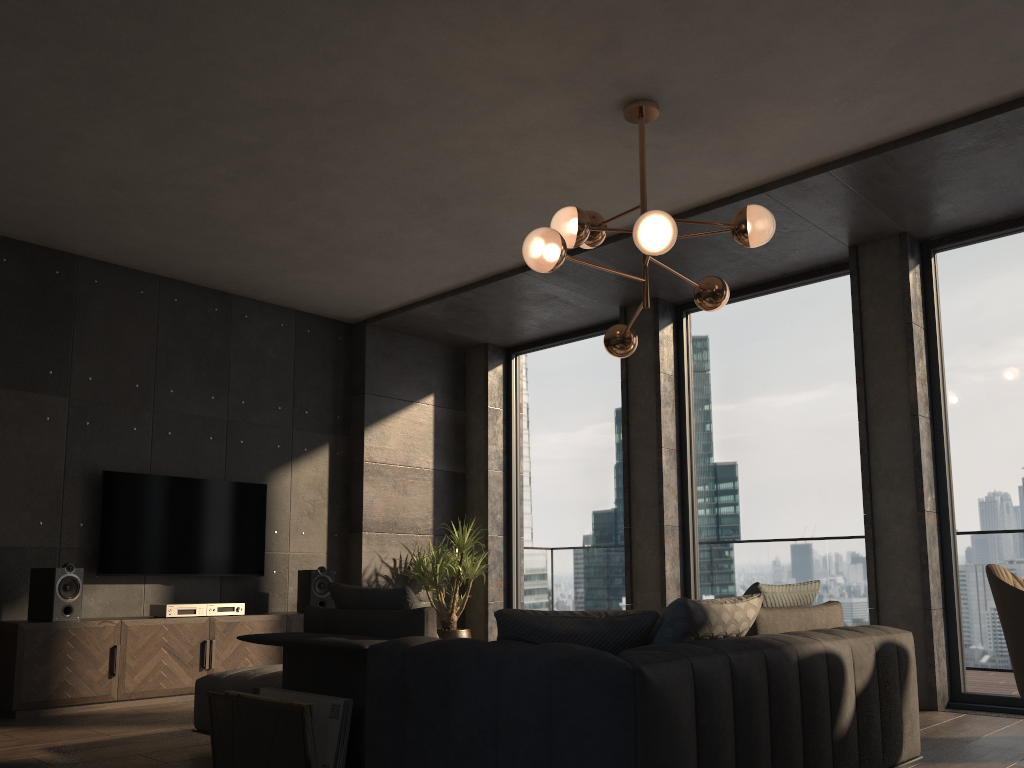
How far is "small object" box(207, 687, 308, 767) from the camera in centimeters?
303cm

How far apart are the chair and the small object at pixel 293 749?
2.32m

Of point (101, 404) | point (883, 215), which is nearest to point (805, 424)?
point (883, 215)

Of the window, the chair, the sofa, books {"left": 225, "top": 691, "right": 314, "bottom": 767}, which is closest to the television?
the sofa

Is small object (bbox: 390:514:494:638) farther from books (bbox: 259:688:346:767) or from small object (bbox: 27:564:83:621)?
books (bbox: 259:688:346:767)

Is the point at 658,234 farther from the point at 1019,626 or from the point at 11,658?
the point at 11,658

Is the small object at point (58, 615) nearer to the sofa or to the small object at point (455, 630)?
the sofa

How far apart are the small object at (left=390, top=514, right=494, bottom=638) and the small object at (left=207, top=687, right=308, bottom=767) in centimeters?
365cm

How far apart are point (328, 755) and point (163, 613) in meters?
3.2 m

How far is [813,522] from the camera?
6.2m
